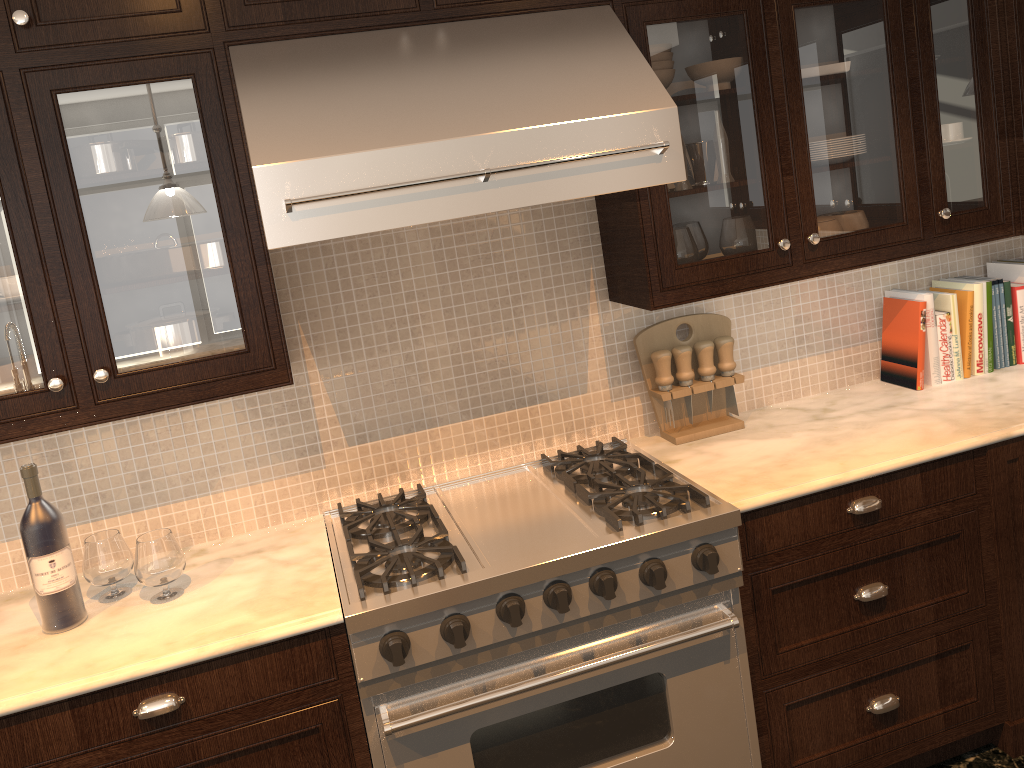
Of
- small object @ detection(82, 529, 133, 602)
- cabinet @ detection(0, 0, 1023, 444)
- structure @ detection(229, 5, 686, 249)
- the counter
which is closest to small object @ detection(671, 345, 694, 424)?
the counter

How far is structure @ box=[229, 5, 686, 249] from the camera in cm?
176

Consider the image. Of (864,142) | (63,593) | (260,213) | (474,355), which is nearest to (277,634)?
(63,593)

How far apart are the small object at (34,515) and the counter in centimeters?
1cm

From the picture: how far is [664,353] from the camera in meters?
2.5

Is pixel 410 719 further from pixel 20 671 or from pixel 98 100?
pixel 98 100

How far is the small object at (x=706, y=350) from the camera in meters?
2.6 m

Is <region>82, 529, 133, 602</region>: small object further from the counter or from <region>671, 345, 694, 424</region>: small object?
<region>671, 345, 694, 424</region>: small object

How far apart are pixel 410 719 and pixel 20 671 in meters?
0.8 m

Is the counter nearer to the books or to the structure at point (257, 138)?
the books
